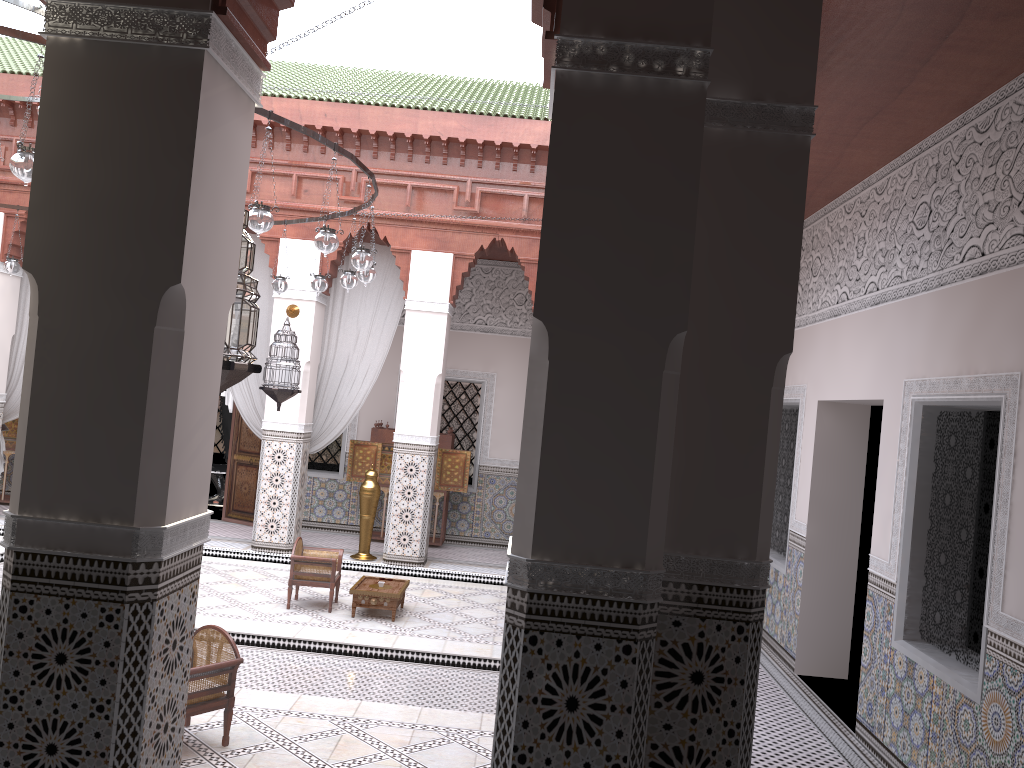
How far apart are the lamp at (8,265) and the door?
1.7m

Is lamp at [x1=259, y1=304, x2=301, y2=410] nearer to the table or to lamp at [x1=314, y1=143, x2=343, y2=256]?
the table

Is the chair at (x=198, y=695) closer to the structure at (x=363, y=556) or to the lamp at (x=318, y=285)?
the lamp at (x=318, y=285)

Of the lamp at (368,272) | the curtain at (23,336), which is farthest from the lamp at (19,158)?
the curtain at (23,336)

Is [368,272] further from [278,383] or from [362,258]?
[278,383]

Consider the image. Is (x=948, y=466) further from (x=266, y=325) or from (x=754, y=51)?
(x=266, y=325)

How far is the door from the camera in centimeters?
588cm

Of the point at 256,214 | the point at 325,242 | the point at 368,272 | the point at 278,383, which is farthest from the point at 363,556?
the point at 256,214

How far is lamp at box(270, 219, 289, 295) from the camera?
4.26m

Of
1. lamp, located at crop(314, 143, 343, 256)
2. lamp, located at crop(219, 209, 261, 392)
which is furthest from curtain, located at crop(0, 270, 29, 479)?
lamp, located at crop(219, 209, 261, 392)
